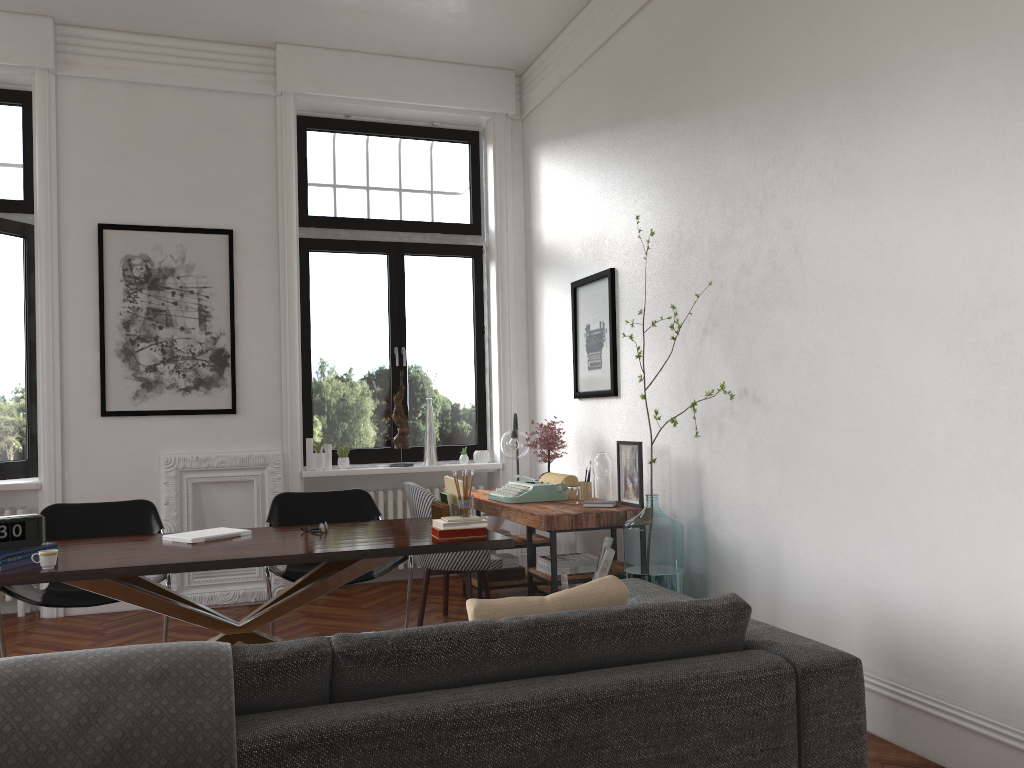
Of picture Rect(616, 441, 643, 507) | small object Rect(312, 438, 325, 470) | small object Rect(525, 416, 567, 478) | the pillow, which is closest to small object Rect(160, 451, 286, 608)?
small object Rect(312, 438, 325, 470)

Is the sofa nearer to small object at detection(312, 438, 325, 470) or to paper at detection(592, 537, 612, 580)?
paper at detection(592, 537, 612, 580)

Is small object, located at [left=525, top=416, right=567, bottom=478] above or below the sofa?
above

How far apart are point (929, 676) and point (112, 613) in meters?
5.1 m

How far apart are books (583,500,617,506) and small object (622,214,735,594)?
0.4m

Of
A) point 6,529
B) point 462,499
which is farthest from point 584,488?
point 6,529

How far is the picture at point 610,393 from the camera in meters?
5.6

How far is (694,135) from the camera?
4.7m

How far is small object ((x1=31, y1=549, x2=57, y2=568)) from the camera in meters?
3.3

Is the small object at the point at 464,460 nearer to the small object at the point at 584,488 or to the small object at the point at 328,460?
the small object at the point at 328,460
